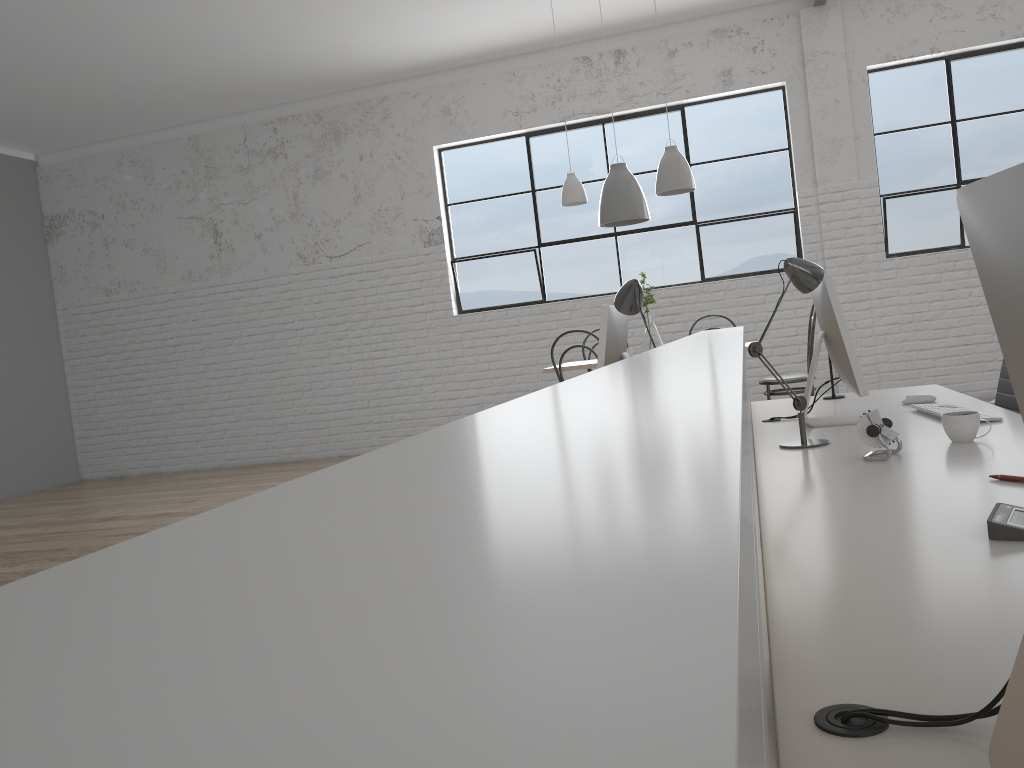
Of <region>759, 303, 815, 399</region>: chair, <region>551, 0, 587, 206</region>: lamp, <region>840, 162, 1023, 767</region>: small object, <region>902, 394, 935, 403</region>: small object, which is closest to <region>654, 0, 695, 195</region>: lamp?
<region>551, 0, 587, 206</region>: lamp

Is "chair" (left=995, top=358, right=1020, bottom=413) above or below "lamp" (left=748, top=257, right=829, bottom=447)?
below

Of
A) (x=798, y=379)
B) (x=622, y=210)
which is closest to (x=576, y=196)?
(x=622, y=210)

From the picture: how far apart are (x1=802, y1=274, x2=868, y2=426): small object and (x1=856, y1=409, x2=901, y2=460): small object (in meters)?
0.37

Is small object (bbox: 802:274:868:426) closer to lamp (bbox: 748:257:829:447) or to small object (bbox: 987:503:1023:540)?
lamp (bbox: 748:257:829:447)

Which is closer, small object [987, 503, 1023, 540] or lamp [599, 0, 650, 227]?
small object [987, 503, 1023, 540]

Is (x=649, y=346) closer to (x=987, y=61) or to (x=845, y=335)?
(x=845, y=335)

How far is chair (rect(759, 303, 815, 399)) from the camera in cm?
415

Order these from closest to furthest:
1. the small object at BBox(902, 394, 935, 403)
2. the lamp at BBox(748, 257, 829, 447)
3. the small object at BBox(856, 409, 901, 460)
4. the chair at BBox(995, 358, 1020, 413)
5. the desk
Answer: the desk → the small object at BBox(856, 409, 901, 460) → the lamp at BBox(748, 257, 829, 447) → the chair at BBox(995, 358, 1020, 413) → the small object at BBox(902, 394, 935, 403)

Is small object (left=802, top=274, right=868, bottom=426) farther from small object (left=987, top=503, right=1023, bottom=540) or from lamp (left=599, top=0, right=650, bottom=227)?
lamp (left=599, top=0, right=650, bottom=227)
